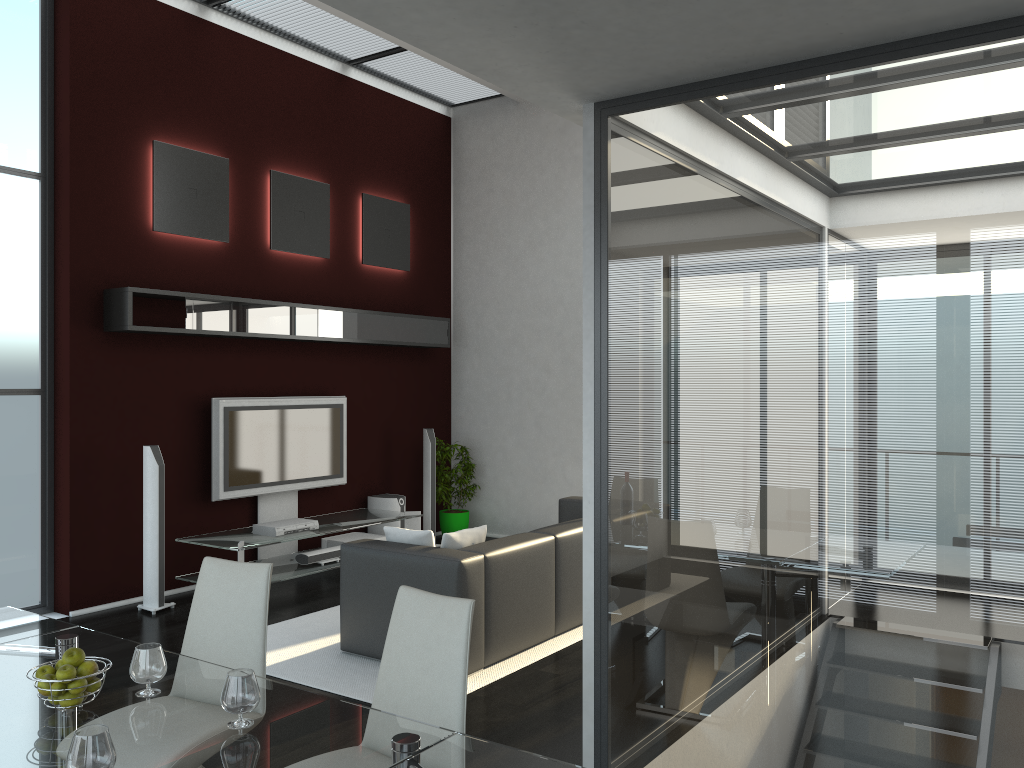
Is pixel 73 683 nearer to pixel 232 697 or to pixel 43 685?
pixel 43 685

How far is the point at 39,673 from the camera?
2.3 meters

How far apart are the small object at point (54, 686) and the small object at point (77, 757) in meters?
0.5

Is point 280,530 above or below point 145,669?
below

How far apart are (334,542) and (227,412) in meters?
1.5 m

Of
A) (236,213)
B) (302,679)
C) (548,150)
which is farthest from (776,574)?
(548,150)

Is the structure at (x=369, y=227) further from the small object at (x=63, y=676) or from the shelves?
the small object at (x=63, y=676)

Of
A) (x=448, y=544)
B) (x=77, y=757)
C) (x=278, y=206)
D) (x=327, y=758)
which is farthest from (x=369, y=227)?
(x=77, y=757)

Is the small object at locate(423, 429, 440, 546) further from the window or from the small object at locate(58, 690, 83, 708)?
the small object at locate(58, 690, 83, 708)

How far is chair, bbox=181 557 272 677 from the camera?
3.1m
